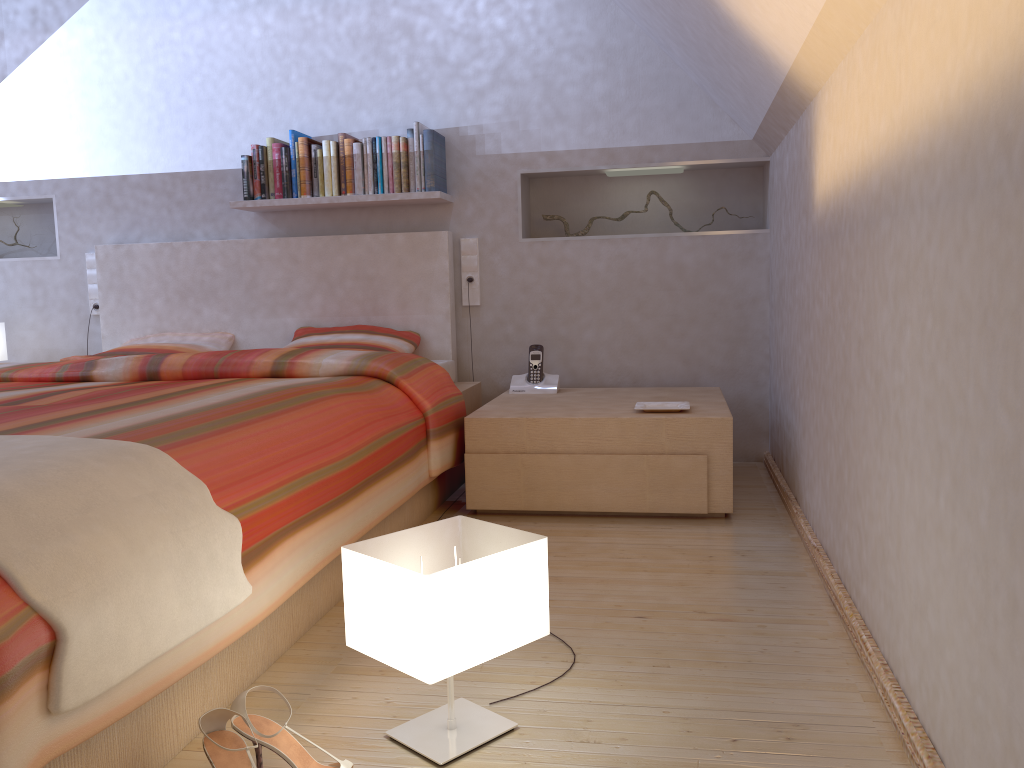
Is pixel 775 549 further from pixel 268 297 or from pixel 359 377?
pixel 268 297

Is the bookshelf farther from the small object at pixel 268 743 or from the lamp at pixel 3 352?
the small object at pixel 268 743

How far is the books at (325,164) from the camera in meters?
3.7

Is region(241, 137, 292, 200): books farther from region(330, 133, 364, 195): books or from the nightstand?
the nightstand

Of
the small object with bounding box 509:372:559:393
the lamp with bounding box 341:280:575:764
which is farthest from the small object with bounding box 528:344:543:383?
the lamp with bounding box 341:280:575:764

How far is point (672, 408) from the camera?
3.0 meters

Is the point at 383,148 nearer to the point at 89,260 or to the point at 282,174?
the point at 282,174

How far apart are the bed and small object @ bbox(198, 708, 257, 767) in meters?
0.1 m

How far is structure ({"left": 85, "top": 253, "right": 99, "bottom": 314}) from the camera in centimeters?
410cm

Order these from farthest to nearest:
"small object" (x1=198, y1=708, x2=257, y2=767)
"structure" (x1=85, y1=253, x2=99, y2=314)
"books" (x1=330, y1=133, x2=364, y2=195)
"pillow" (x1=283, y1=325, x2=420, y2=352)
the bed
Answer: "structure" (x1=85, y1=253, x2=99, y2=314) < "books" (x1=330, y1=133, x2=364, y2=195) < "pillow" (x1=283, y1=325, x2=420, y2=352) < "small object" (x1=198, y1=708, x2=257, y2=767) < the bed
